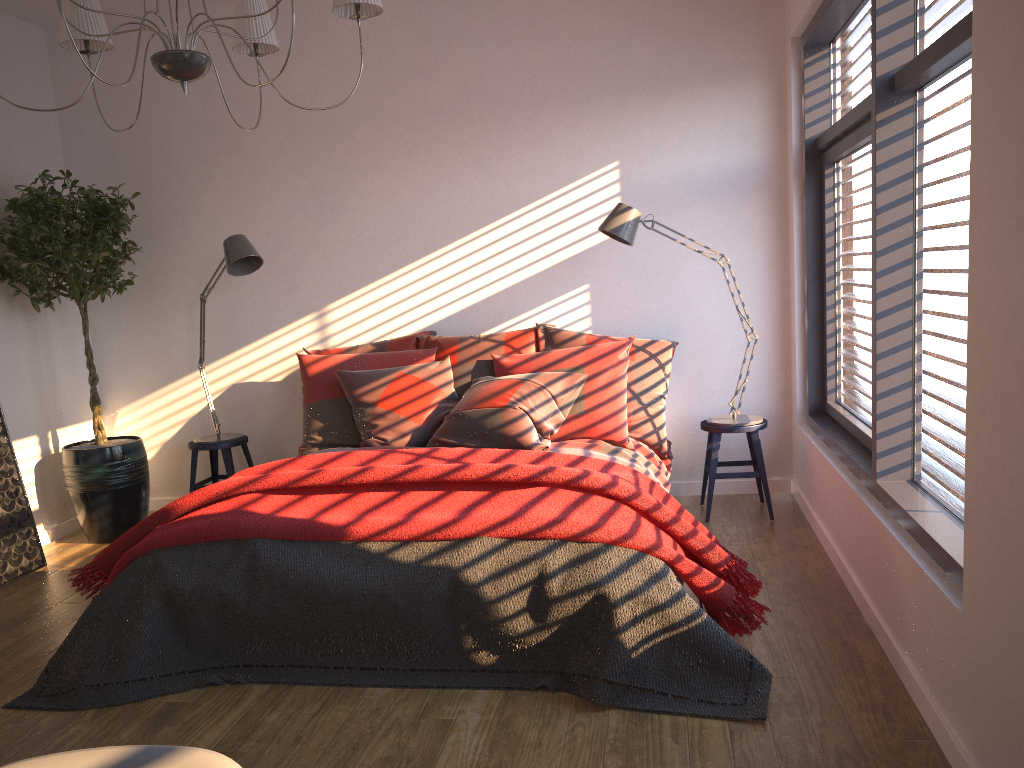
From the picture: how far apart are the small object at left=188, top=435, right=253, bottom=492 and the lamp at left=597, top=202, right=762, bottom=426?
2.4 meters

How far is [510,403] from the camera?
4.05m

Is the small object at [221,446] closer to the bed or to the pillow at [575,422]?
the pillow at [575,422]

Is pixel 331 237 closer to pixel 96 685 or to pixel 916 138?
pixel 96 685

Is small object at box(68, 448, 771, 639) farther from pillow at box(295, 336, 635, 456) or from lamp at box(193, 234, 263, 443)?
lamp at box(193, 234, 263, 443)

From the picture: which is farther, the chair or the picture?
the picture

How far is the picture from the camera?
4.3m

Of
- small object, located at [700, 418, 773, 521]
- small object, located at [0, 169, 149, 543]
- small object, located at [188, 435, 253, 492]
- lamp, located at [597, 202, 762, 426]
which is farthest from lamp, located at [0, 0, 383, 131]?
small object, located at [700, 418, 773, 521]

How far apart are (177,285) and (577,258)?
2.4m

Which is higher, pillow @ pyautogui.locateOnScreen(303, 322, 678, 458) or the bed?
pillow @ pyautogui.locateOnScreen(303, 322, 678, 458)
